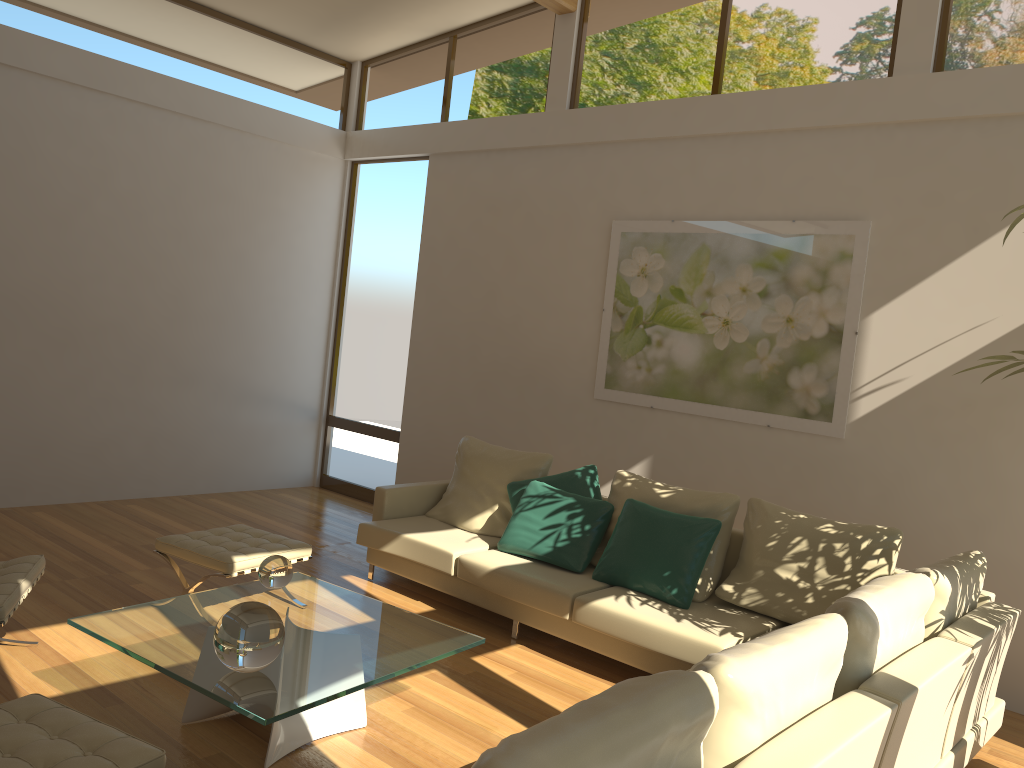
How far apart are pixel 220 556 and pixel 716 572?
2.6m

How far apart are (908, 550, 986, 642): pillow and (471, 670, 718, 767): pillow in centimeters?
182cm

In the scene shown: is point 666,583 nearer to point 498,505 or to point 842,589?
point 842,589

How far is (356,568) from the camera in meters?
5.9 m

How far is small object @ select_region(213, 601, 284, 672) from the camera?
2.98m

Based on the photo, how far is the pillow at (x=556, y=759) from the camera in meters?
1.6 m

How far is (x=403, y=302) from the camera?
7.9m

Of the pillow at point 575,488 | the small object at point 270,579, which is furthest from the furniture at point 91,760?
the pillow at point 575,488

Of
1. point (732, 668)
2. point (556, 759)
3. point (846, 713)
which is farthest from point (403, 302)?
point (556, 759)

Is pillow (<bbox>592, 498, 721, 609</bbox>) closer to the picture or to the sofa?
the sofa
